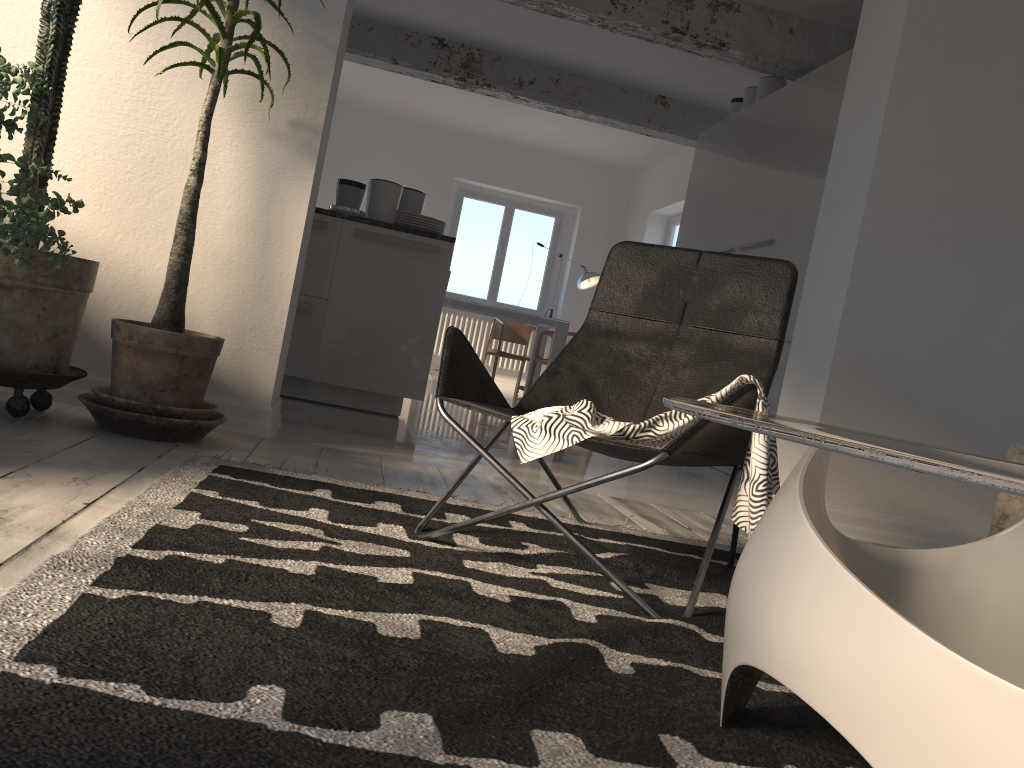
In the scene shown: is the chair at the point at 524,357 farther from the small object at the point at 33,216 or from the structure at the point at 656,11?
the small object at the point at 33,216

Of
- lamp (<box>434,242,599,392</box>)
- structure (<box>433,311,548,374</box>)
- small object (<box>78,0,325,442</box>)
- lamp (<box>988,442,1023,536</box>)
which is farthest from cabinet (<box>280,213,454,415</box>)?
structure (<box>433,311,548,374</box>)

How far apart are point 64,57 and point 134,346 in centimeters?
89cm

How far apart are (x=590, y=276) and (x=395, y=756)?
9.1m

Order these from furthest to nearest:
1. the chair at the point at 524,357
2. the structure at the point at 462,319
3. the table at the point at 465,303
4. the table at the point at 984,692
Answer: the structure at the point at 462,319 < the chair at the point at 524,357 < the table at the point at 465,303 < the table at the point at 984,692

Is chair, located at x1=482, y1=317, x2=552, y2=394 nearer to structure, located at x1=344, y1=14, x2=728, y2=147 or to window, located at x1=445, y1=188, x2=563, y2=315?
window, located at x1=445, y1=188, x2=563, y2=315

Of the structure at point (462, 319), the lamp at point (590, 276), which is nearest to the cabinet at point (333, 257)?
the lamp at point (590, 276)

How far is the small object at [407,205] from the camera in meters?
5.2 m

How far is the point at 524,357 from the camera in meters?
9.3

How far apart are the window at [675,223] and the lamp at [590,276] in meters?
0.9
